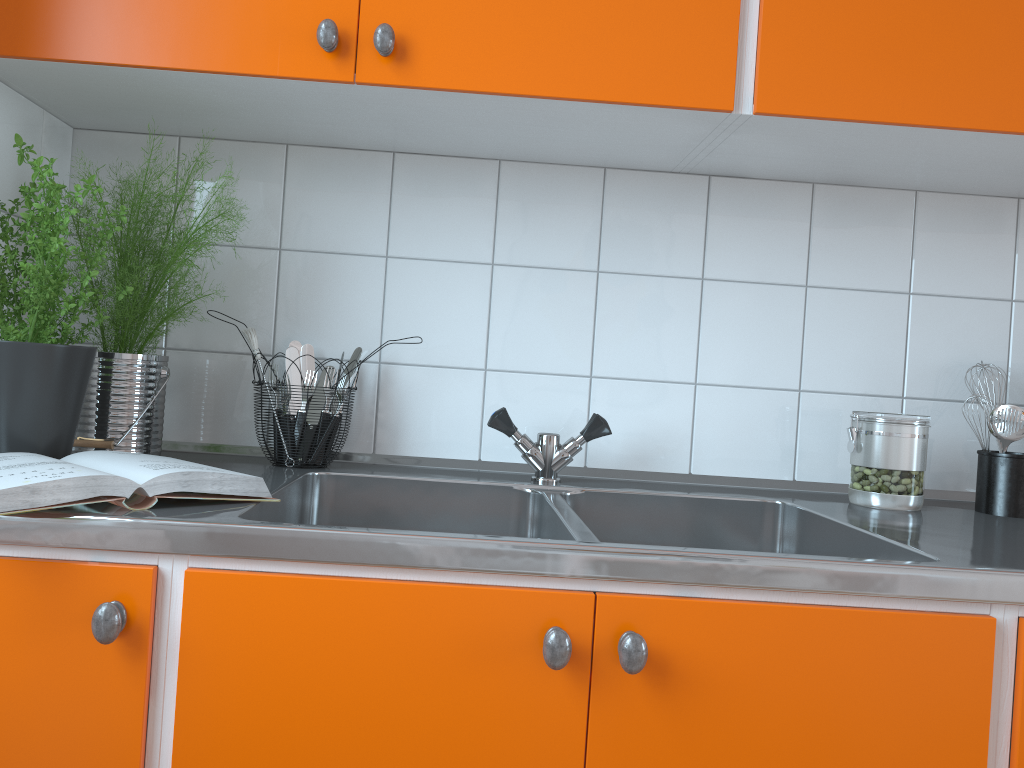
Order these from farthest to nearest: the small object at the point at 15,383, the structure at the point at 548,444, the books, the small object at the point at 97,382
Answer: the structure at the point at 548,444 < the small object at the point at 97,382 < the small object at the point at 15,383 < the books

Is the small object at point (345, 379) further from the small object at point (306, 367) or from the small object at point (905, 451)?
the small object at point (905, 451)

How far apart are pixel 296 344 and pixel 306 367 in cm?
4

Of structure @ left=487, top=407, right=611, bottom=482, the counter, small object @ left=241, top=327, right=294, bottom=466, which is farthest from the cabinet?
structure @ left=487, top=407, right=611, bottom=482

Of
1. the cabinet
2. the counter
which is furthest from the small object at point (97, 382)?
the cabinet

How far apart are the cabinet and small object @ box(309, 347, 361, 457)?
0.4 meters

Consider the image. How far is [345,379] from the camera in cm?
147

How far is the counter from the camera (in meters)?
0.88

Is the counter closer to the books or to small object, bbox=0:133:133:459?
the books

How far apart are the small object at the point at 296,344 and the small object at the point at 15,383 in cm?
42
